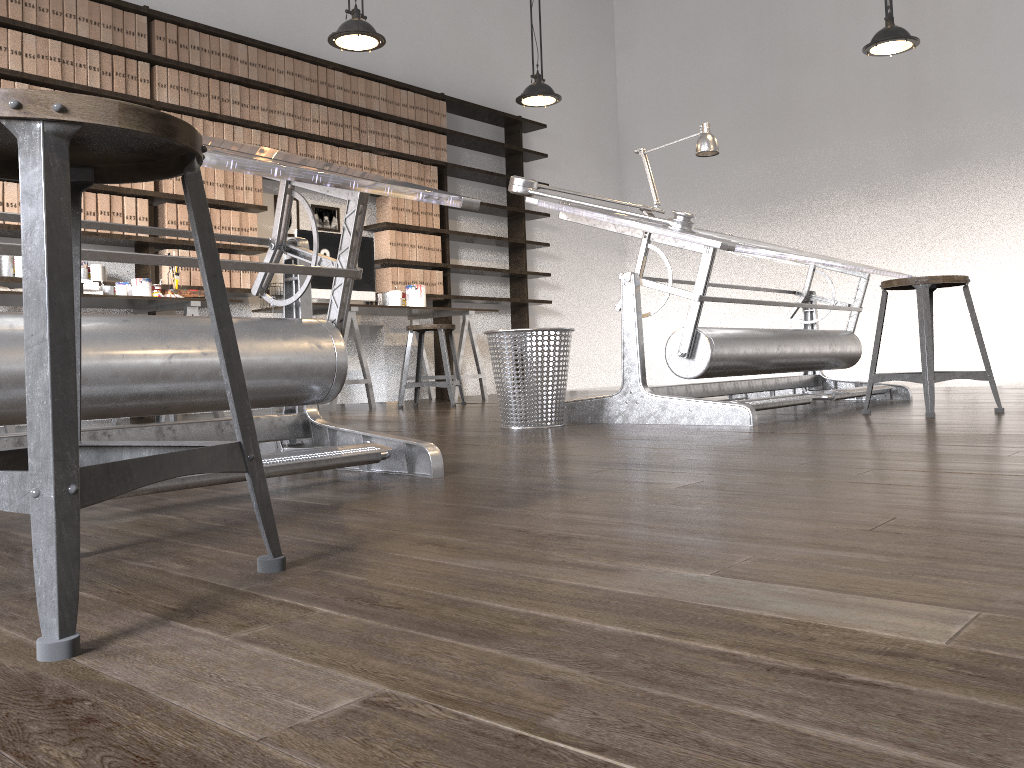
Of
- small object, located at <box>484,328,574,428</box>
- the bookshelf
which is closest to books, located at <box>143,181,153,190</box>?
the bookshelf

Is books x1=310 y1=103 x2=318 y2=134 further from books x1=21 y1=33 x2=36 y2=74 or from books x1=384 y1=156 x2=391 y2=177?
books x1=21 y1=33 x2=36 y2=74

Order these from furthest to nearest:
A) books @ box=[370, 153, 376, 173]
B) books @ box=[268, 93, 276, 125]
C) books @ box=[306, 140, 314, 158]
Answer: books @ box=[370, 153, 376, 173] → books @ box=[306, 140, 314, 158] → books @ box=[268, 93, 276, 125]

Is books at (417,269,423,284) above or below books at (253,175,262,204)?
below

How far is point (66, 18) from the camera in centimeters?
483cm

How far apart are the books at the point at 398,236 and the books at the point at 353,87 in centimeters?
98cm

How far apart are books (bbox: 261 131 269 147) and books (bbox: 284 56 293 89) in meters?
0.4 m

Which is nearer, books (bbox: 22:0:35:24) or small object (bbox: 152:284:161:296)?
books (bbox: 22:0:35:24)

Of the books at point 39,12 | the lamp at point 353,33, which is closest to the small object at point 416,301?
the lamp at point 353,33

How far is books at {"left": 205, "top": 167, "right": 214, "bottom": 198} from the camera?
5.5 meters
